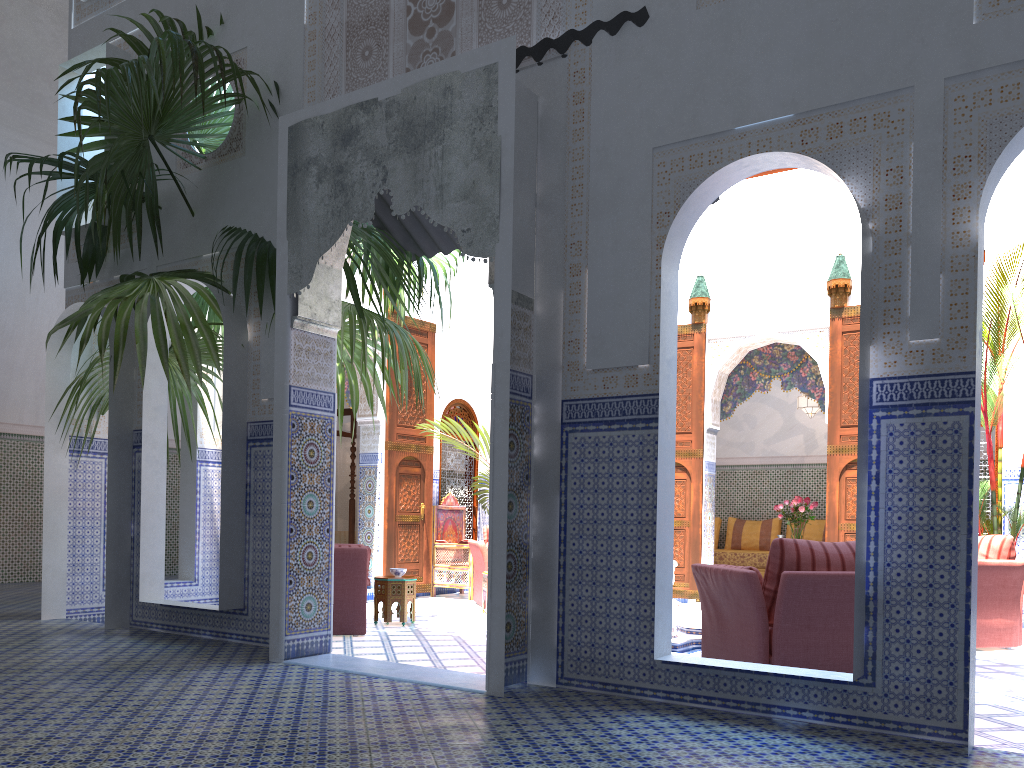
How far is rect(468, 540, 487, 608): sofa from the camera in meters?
6.9

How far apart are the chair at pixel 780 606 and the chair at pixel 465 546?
4.05m

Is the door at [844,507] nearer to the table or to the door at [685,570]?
the door at [685,570]

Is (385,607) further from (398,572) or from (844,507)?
(844,507)

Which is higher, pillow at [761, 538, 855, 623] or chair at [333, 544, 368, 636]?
pillow at [761, 538, 855, 623]

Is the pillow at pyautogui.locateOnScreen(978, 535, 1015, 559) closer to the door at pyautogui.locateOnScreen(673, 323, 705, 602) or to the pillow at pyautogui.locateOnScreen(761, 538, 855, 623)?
the pillow at pyautogui.locateOnScreen(761, 538, 855, 623)

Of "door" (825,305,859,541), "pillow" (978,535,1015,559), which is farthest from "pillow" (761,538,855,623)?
"door" (825,305,859,541)

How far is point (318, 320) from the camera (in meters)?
3.99

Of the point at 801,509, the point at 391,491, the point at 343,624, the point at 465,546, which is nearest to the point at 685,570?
the point at 801,509

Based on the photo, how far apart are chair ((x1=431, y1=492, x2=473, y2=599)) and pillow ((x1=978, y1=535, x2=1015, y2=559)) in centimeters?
410cm
